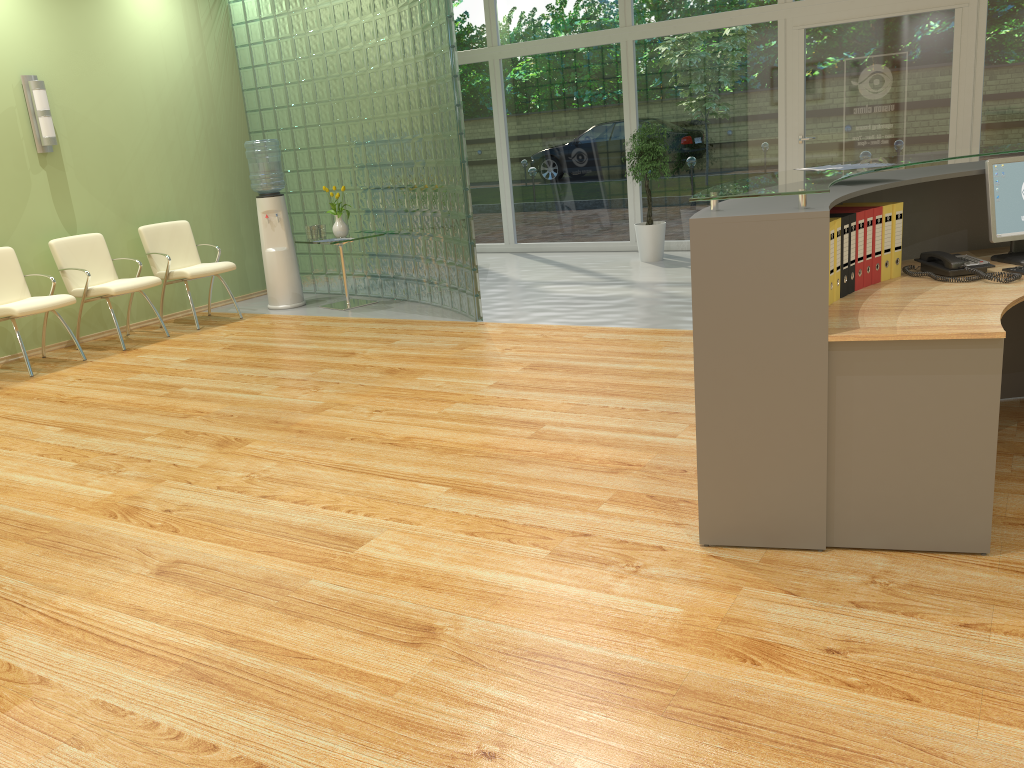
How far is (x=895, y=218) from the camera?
3.3 meters

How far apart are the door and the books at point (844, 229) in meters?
5.9 m

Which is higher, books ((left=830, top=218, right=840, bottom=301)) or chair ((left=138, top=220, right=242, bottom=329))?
books ((left=830, top=218, right=840, bottom=301))

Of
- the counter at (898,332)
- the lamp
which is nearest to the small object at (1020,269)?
the counter at (898,332)

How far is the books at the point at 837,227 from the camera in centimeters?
302cm

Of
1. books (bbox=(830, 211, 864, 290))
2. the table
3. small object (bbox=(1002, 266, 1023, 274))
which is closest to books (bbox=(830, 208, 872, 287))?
books (bbox=(830, 211, 864, 290))

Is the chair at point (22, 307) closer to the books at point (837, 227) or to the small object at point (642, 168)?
the small object at point (642, 168)

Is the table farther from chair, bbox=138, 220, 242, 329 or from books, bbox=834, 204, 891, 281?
books, bbox=834, 204, 891, 281

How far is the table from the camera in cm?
796

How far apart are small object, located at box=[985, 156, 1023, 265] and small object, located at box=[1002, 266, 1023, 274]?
0.14m
